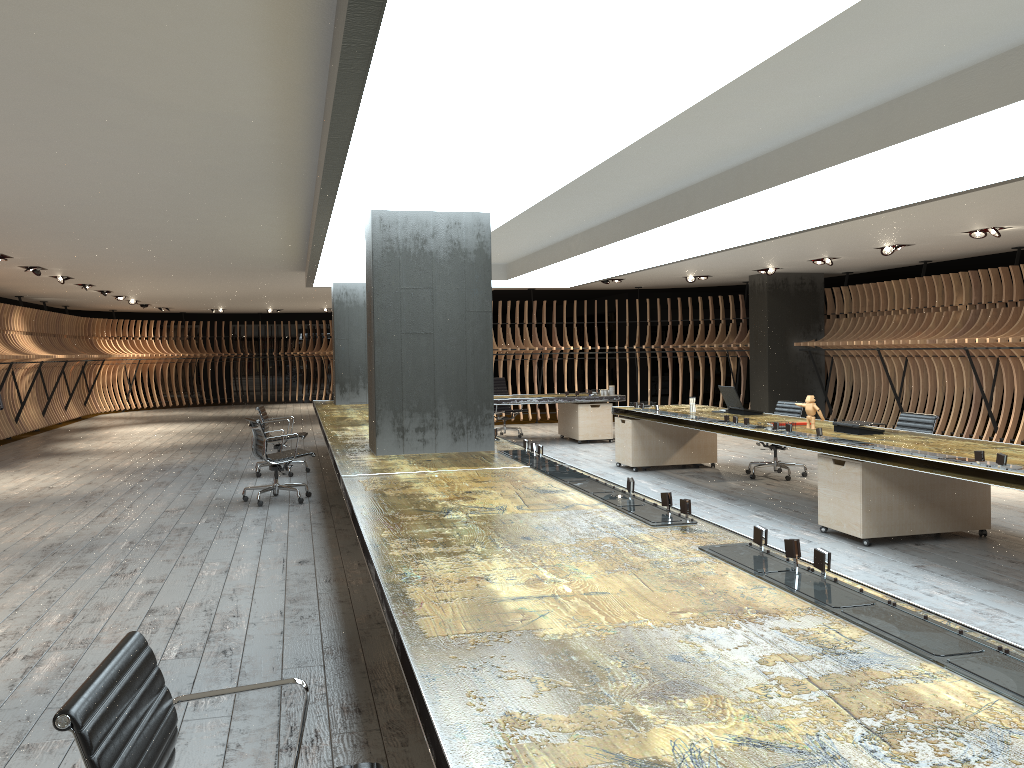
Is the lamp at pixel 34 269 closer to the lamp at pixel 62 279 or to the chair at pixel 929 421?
the lamp at pixel 62 279

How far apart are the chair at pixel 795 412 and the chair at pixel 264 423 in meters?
6.0 m

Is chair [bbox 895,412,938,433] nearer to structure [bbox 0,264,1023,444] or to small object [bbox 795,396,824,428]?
small object [bbox 795,396,824,428]

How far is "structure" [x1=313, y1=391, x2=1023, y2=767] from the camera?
1.7 meters

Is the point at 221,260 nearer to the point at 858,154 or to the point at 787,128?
the point at 787,128

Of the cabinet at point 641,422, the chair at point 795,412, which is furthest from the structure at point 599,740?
the chair at point 795,412

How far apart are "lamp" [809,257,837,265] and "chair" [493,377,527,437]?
5.6 meters

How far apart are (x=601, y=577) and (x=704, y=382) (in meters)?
20.75

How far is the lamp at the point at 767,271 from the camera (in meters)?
14.57

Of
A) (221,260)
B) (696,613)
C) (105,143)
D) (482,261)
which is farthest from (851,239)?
(696,613)
